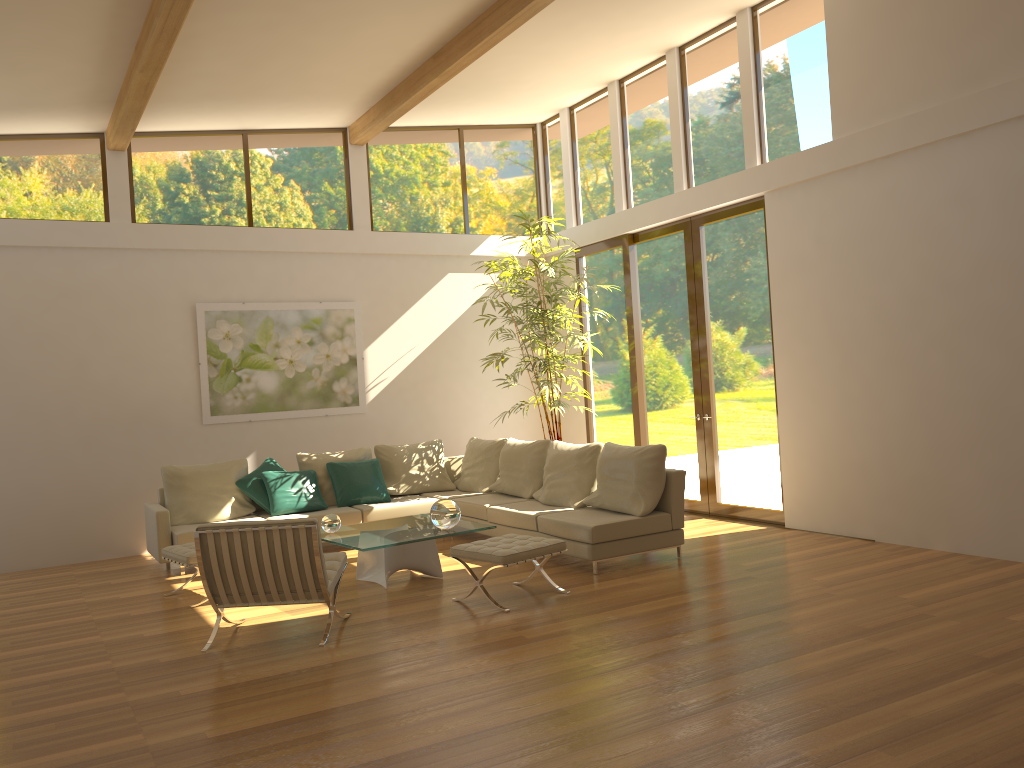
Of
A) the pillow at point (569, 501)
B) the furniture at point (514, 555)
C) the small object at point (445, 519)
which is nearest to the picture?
the pillow at point (569, 501)

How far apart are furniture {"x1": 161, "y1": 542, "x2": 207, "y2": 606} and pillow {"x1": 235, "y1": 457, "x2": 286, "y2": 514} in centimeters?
160cm

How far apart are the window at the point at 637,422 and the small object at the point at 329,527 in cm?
419

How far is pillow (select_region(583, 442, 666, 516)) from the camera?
7.10m

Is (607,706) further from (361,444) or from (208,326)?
(208,326)

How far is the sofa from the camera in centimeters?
685cm

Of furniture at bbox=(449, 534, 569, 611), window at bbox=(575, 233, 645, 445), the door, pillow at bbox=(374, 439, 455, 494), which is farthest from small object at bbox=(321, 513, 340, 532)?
window at bbox=(575, 233, 645, 445)

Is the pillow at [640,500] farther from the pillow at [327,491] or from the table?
the pillow at [327,491]

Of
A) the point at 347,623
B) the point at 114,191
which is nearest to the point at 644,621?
the point at 347,623

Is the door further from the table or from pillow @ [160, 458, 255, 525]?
pillow @ [160, 458, 255, 525]
